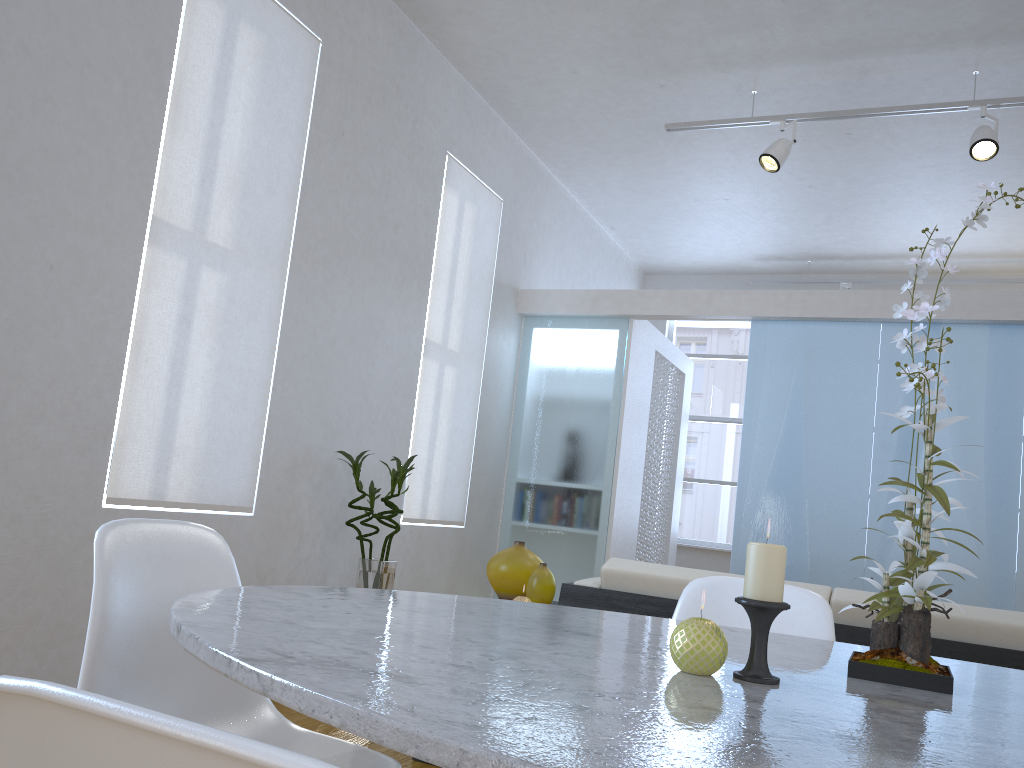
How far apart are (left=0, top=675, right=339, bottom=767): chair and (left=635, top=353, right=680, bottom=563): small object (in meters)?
6.14

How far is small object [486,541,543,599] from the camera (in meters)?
2.88

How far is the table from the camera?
0.6m

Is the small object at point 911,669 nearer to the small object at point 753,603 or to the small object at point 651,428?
the small object at point 753,603

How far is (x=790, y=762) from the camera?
0.6m

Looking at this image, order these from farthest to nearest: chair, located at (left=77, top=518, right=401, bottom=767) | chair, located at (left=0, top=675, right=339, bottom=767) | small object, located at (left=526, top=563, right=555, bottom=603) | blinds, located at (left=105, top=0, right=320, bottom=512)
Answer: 1. blinds, located at (left=105, top=0, right=320, bottom=512)
2. small object, located at (left=526, top=563, right=555, bottom=603)
3. chair, located at (left=77, top=518, right=401, bottom=767)
4. chair, located at (left=0, top=675, right=339, bottom=767)

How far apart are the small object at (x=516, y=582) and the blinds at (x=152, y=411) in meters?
1.2

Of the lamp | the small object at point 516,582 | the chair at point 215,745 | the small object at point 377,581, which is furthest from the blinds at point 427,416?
the chair at point 215,745

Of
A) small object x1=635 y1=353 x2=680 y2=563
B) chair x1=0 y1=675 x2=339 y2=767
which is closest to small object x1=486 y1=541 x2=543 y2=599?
chair x1=0 y1=675 x2=339 y2=767

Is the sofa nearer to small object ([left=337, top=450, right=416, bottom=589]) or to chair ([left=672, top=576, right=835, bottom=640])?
chair ([left=672, top=576, right=835, bottom=640])
